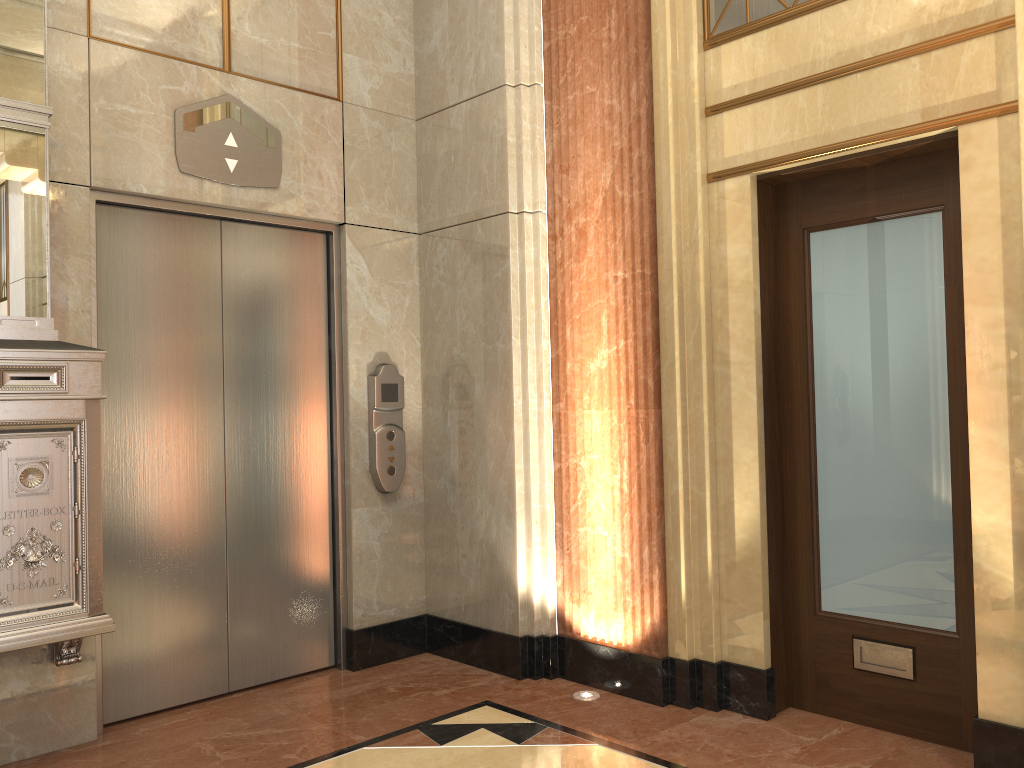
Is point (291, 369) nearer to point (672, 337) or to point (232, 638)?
point (232, 638)

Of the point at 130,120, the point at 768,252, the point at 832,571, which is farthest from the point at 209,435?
the point at 832,571
